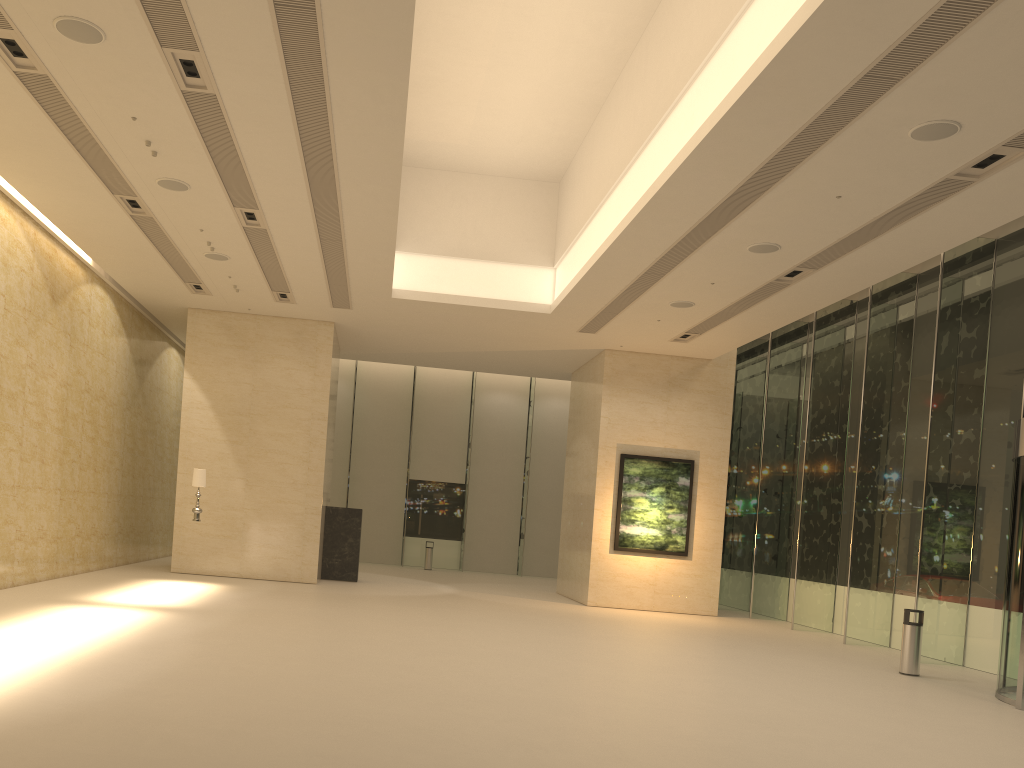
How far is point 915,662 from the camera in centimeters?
1275cm

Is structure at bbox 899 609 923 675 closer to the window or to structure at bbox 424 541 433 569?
the window

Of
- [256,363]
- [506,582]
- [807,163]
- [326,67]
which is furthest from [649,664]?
[506,582]

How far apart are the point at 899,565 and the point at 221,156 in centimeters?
1401cm

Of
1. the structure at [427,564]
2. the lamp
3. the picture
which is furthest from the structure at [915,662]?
the structure at [427,564]

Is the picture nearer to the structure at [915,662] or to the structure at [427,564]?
the structure at [915,662]

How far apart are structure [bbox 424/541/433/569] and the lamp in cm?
1285

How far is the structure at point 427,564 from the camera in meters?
28.5

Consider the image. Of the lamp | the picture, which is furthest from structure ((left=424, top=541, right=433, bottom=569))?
the lamp

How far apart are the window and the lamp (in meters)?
12.33
